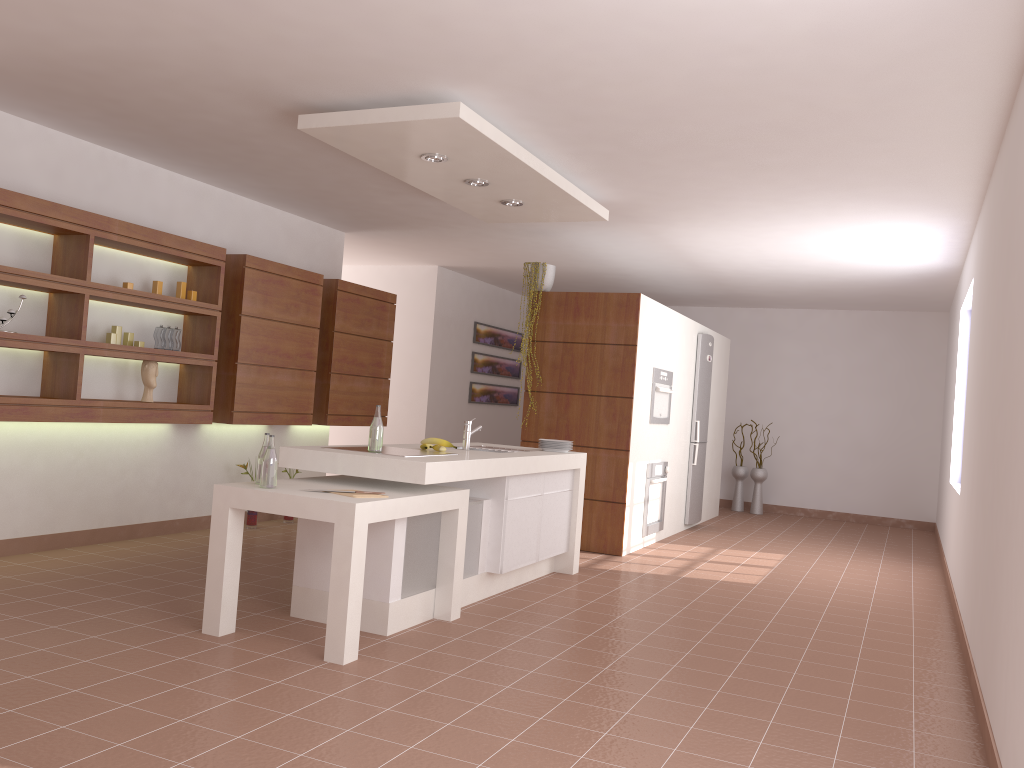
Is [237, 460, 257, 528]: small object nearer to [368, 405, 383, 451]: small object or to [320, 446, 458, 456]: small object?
[320, 446, 458, 456]: small object

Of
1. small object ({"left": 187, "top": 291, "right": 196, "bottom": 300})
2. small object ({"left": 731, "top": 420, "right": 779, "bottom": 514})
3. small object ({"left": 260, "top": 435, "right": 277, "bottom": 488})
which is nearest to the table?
small object ({"left": 260, "top": 435, "right": 277, "bottom": 488})

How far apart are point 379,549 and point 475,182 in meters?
2.2

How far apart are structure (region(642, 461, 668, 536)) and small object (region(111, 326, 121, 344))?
4.06m

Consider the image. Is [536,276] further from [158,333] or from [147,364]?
[147,364]

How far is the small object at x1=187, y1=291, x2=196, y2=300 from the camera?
5.86m

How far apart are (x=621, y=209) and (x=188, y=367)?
3.2 meters

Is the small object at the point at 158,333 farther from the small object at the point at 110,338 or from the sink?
the sink

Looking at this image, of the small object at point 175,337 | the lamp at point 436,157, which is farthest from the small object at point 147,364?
the lamp at point 436,157

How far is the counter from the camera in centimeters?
402cm
